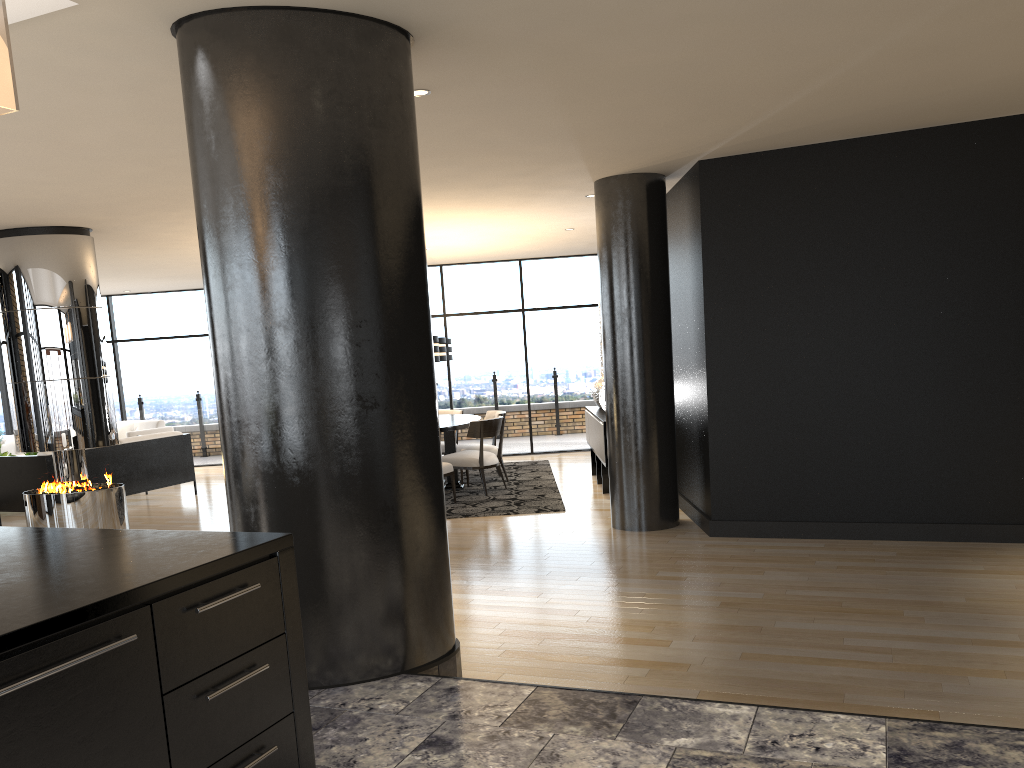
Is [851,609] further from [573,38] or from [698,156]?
[698,156]

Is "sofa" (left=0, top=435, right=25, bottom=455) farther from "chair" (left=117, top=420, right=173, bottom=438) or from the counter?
the counter

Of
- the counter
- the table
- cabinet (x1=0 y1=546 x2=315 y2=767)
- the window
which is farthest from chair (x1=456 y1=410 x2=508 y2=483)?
cabinet (x1=0 y1=546 x2=315 y2=767)

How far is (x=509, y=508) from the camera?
8.2m

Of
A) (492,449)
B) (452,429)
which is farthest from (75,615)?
(492,449)

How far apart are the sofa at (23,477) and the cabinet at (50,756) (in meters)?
7.81

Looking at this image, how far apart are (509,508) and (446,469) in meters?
0.8

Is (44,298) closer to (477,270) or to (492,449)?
(492,449)

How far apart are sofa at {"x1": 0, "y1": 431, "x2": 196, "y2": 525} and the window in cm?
331

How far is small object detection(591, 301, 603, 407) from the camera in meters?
10.1 m
